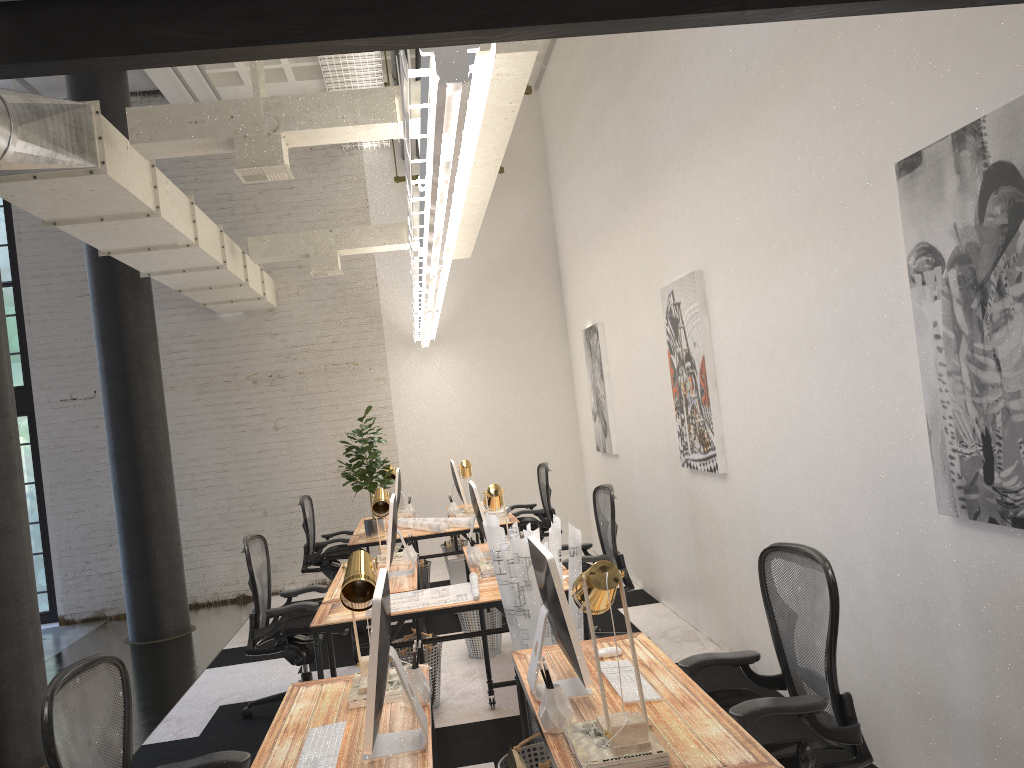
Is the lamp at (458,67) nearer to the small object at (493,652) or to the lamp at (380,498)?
the lamp at (380,498)

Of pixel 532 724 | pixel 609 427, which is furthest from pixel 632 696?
pixel 609 427

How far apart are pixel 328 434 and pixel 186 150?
5.4 meters

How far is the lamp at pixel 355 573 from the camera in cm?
296

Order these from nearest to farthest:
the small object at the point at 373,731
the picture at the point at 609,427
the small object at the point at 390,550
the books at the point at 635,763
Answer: A: the books at the point at 635,763
the small object at the point at 373,731
the small object at the point at 390,550
the picture at the point at 609,427

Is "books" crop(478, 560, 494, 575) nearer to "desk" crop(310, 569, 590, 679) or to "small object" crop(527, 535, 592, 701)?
"desk" crop(310, 569, 590, 679)

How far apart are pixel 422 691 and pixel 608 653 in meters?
0.7 m

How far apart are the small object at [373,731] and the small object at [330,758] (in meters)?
0.09

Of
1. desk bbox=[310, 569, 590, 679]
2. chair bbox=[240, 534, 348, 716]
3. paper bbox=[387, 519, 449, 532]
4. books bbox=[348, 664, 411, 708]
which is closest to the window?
paper bbox=[387, 519, 449, 532]

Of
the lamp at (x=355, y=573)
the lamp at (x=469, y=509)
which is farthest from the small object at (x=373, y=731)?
the lamp at (x=469, y=509)
